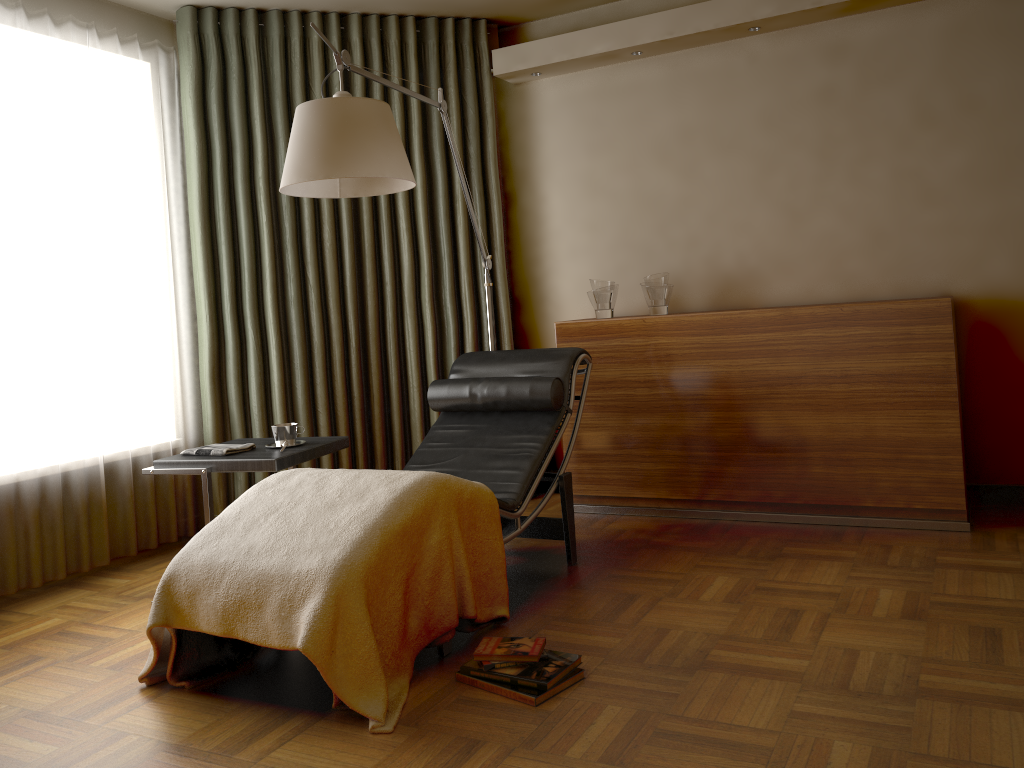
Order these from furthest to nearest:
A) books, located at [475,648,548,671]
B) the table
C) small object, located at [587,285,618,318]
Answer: small object, located at [587,285,618,318], the table, books, located at [475,648,548,671]

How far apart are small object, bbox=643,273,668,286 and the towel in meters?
1.9

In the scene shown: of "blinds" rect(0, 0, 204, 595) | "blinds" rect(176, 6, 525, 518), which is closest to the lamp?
"blinds" rect(176, 6, 525, 518)

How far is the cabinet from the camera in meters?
3.4 m

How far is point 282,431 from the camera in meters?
3.3 m

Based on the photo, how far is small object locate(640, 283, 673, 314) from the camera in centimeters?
399cm

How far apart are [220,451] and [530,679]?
1.5m

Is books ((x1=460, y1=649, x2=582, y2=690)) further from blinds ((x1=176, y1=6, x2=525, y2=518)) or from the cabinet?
blinds ((x1=176, y1=6, x2=525, y2=518))

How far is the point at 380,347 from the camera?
4.4 meters

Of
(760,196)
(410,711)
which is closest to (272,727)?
(410,711)
